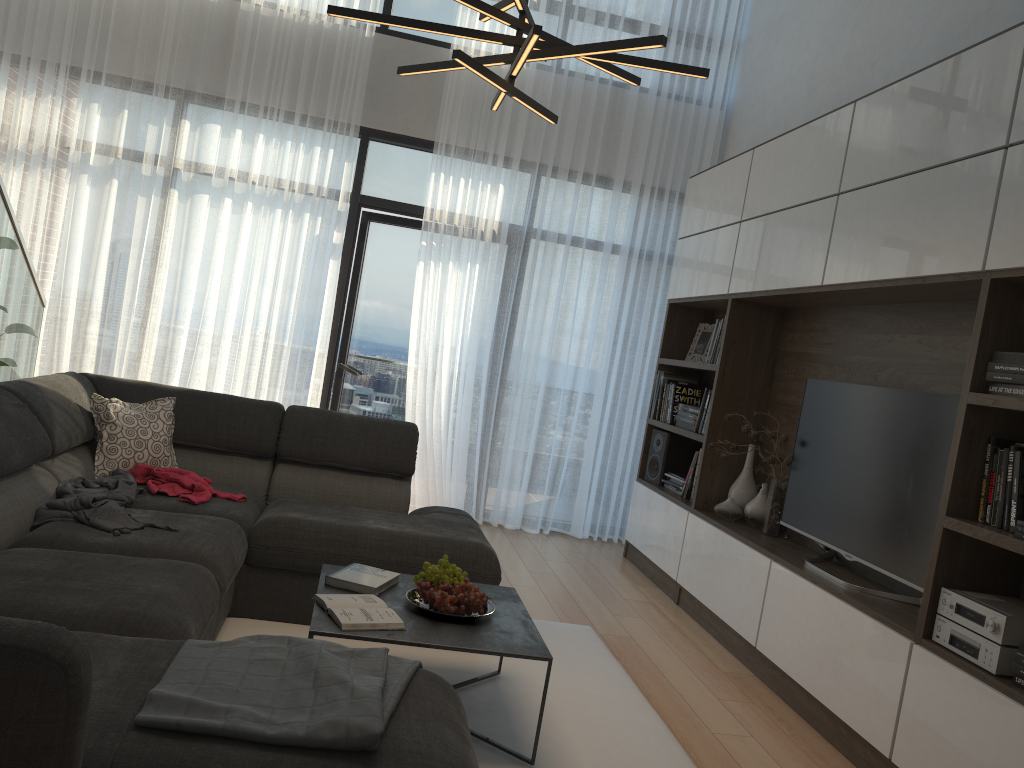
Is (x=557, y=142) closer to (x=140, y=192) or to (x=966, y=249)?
(x=140, y=192)

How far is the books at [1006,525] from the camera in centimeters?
263cm

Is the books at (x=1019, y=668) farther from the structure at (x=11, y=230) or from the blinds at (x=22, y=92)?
the blinds at (x=22, y=92)

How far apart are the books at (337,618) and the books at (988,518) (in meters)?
1.81

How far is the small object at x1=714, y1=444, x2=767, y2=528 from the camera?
4.4m

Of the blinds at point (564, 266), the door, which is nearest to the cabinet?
the blinds at point (564, 266)

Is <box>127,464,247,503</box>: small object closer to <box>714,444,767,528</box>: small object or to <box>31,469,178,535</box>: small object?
<box>31,469,178,535</box>: small object

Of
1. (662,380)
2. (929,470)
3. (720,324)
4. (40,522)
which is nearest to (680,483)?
(662,380)

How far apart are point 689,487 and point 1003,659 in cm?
261

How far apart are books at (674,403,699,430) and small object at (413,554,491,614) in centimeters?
247cm
